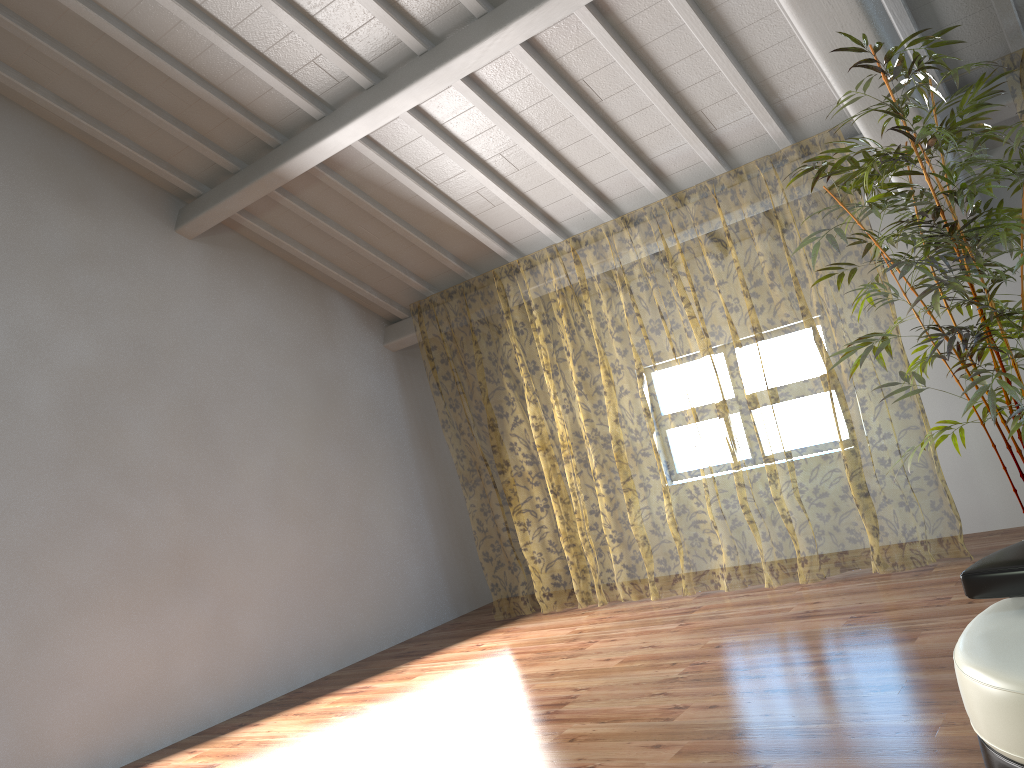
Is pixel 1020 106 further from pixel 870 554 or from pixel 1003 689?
pixel 1003 689

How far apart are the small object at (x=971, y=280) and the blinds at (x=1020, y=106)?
7.1m

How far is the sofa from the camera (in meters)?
2.03

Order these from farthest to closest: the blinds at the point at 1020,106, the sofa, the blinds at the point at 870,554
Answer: the blinds at the point at 870,554 < the blinds at the point at 1020,106 < the sofa

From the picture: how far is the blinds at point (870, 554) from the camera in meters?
11.9

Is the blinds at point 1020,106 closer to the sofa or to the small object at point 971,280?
the small object at point 971,280

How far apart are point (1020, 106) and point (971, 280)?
8.2m

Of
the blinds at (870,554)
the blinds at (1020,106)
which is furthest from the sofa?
the blinds at (1020,106)

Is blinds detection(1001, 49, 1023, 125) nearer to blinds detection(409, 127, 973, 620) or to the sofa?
blinds detection(409, 127, 973, 620)

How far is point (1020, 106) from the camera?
10.0 meters
